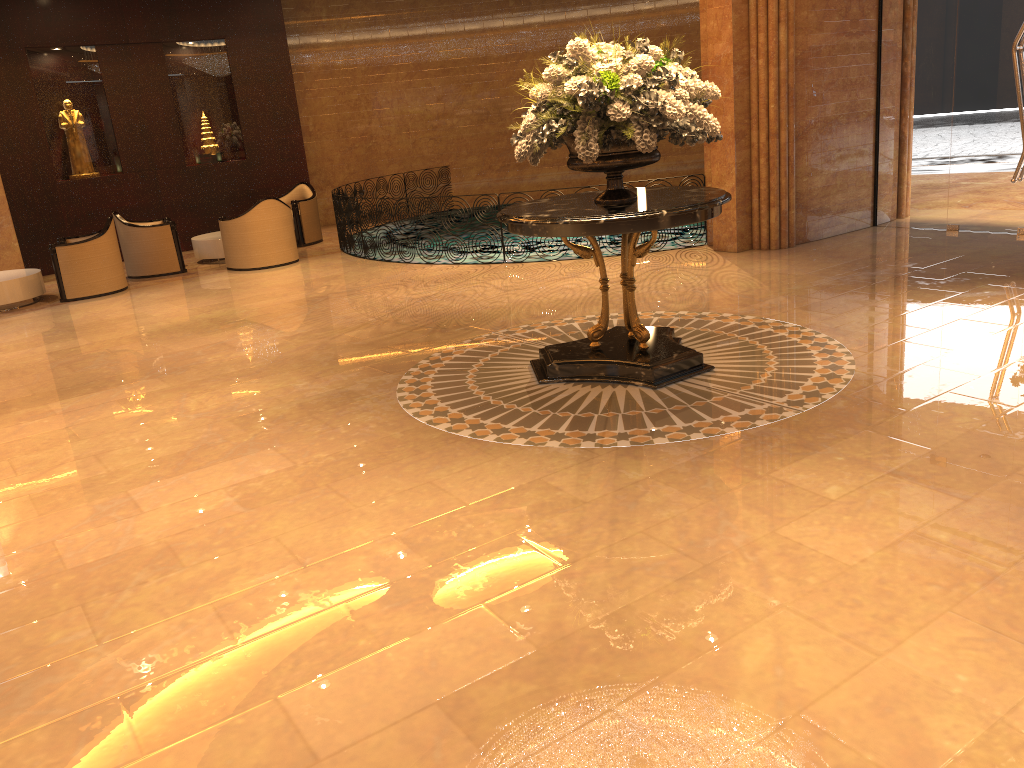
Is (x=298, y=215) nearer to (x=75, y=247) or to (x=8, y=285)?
(x=75, y=247)

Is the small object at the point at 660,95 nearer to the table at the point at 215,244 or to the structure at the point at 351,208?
the structure at the point at 351,208

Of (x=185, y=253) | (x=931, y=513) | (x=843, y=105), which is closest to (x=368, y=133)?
(x=185, y=253)

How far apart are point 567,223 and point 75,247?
7.8m

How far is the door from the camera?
8.7m

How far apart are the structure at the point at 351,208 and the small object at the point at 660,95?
5.23m

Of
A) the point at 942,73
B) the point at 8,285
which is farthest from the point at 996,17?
the point at 8,285

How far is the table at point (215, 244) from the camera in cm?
1250

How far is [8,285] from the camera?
10.4m

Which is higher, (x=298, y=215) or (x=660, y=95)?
(x=660, y=95)
